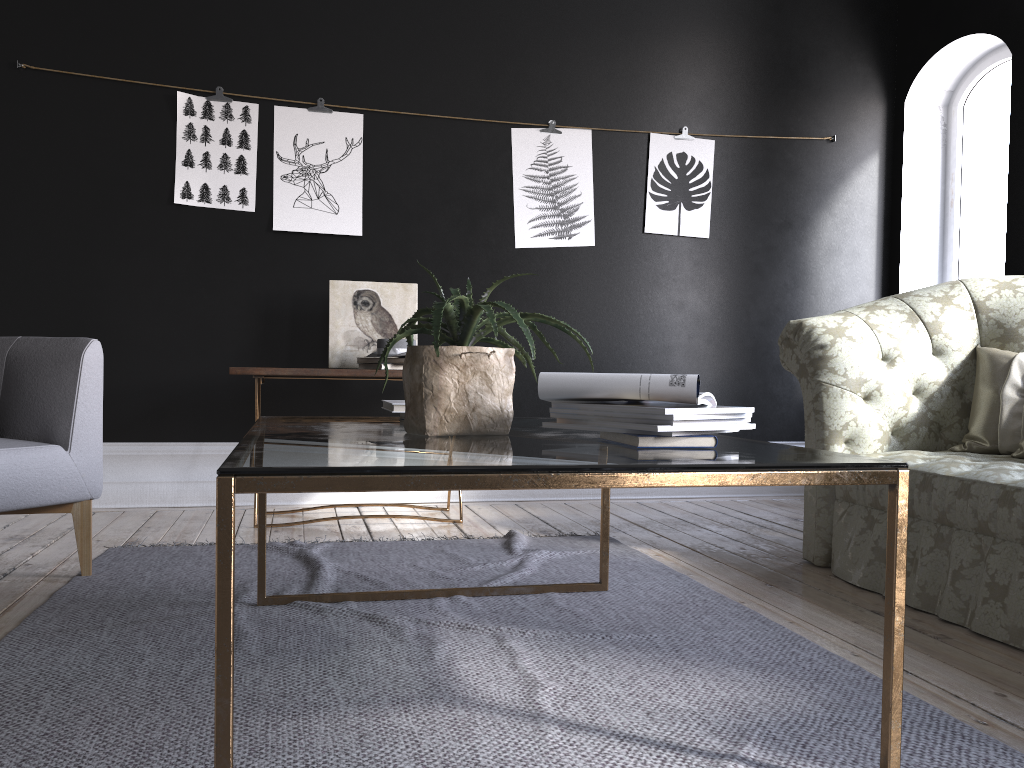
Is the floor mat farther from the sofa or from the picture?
the picture

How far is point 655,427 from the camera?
1.60m

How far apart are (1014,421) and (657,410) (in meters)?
2.07

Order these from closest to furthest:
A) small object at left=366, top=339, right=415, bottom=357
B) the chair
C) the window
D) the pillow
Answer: the chair, the pillow, small object at left=366, top=339, right=415, bottom=357, the window

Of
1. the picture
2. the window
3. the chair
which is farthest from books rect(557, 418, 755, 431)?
the window

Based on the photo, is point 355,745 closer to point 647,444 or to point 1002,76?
point 647,444

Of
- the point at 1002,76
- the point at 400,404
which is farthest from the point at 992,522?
the point at 1002,76

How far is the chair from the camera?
2.7m

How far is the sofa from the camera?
2.48m

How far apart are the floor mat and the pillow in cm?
109
